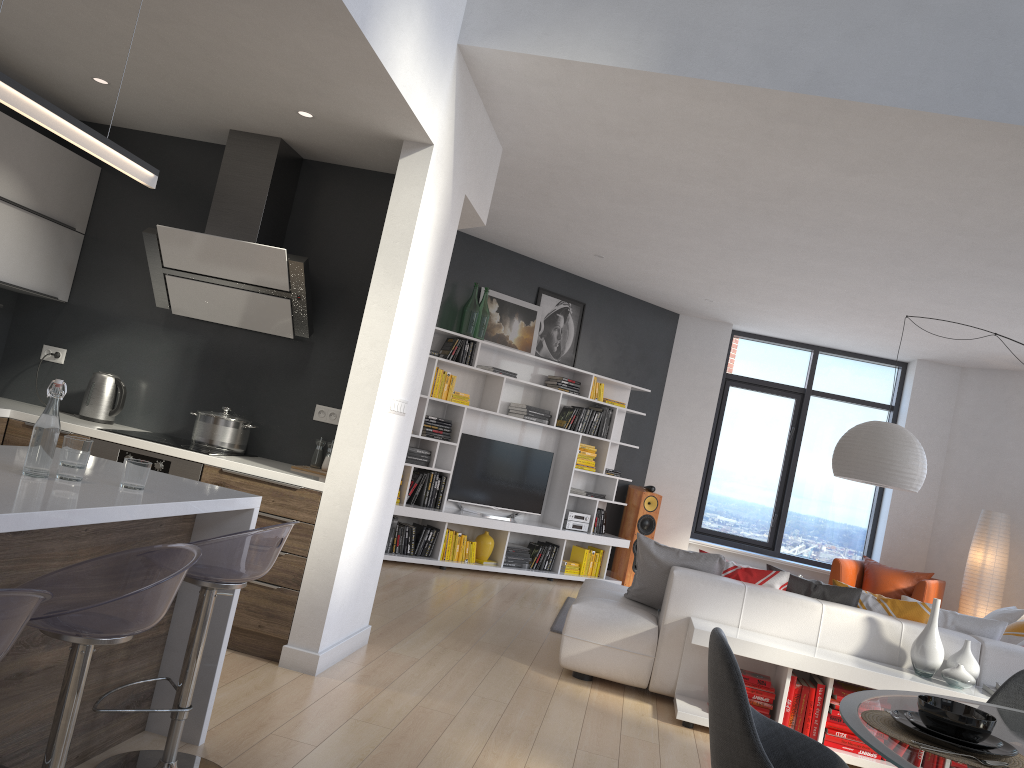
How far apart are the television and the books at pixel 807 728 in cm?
422

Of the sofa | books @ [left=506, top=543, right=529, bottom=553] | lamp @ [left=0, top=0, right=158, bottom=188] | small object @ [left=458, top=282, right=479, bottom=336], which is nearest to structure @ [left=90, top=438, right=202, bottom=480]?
lamp @ [left=0, top=0, right=158, bottom=188]

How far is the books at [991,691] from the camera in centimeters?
440cm

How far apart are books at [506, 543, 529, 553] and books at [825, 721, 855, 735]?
4.19m

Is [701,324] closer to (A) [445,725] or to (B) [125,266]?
(B) [125,266]

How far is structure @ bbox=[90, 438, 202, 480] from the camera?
4.18m

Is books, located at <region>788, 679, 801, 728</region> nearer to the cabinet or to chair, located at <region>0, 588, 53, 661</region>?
the cabinet

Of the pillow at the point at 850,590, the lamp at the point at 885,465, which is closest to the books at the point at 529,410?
the lamp at the point at 885,465

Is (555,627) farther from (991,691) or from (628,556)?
(628,556)

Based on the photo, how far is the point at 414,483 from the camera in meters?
7.7 m
